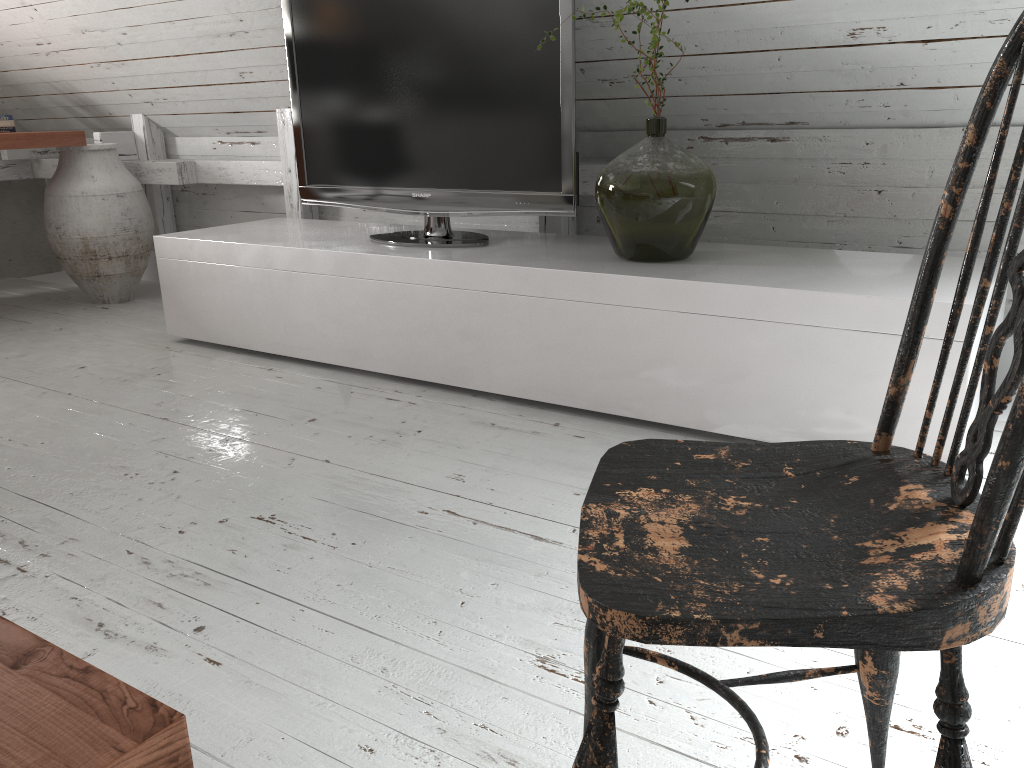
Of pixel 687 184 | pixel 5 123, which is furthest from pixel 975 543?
pixel 5 123

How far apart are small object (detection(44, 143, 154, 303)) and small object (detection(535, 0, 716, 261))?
2.4 meters

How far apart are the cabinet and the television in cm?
4

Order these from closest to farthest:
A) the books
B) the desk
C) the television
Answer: the television < the desk < the books

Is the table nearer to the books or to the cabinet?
the cabinet

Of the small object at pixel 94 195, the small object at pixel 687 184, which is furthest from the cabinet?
the small object at pixel 94 195

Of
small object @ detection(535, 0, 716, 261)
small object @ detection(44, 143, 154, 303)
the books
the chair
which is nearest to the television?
small object @ detection(535, 0, 716, 261)

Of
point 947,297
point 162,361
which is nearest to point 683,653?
point 947,297

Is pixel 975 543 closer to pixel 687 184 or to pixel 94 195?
pixel 687 184

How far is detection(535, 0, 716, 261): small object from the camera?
2.2m
